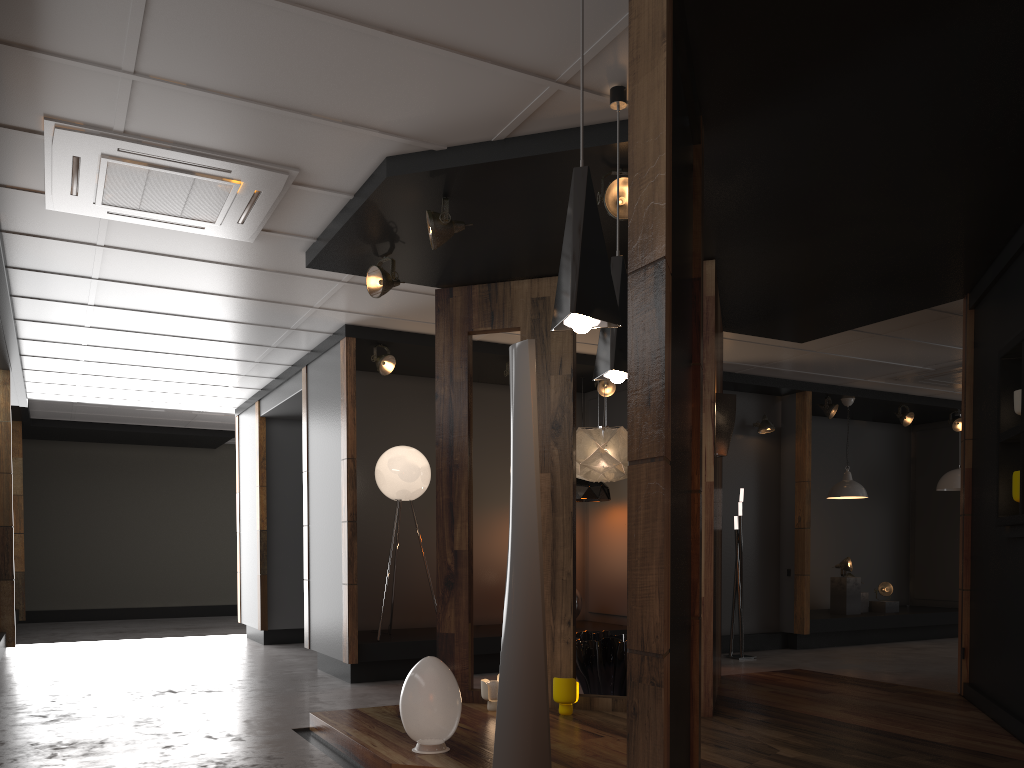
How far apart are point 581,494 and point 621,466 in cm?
250

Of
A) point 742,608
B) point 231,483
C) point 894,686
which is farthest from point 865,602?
point 231,483

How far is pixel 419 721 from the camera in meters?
4.1 m

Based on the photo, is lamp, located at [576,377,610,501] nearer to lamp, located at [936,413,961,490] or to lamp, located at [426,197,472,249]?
lamp, located at [426,197,472,249]

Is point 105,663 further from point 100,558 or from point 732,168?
point 732,168

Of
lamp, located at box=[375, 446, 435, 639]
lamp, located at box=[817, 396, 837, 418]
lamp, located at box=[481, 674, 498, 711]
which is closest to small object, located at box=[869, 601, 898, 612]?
lamp, located at box=[817, 396, 837, 418]

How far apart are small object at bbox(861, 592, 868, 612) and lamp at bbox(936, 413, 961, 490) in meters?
1.8

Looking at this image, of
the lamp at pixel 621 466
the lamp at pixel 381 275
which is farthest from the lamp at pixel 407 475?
the lamp at pixel 381 275

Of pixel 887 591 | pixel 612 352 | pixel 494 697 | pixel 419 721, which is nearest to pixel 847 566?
pixel 887 591

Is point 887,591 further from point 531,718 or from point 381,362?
point 531,718
